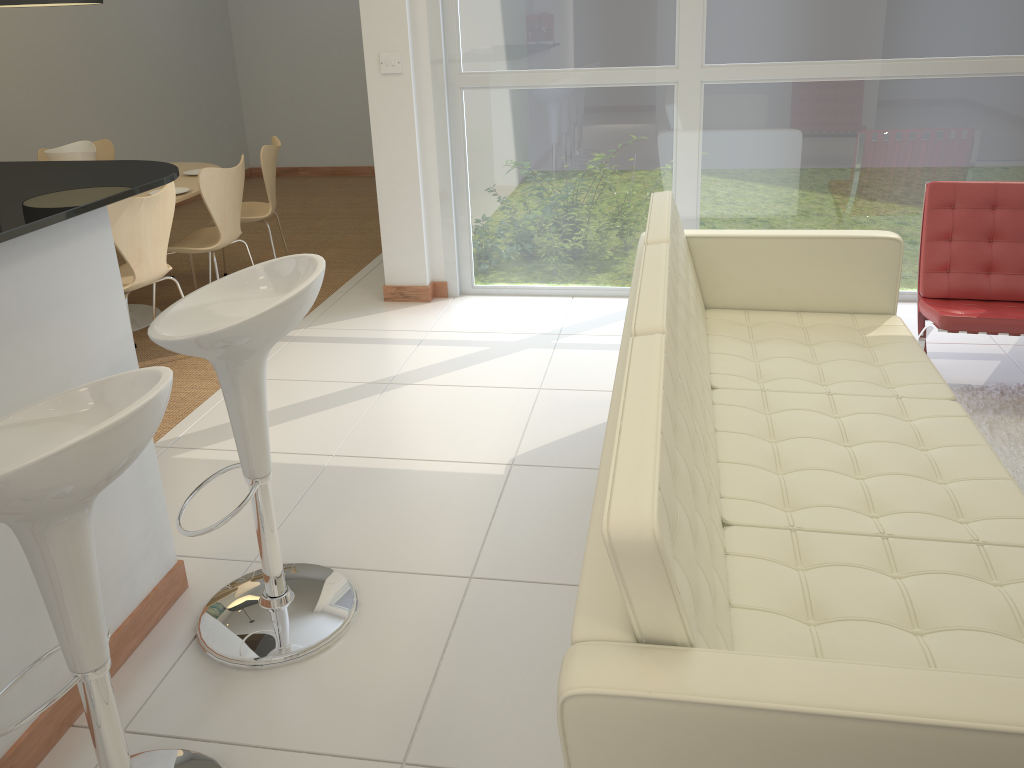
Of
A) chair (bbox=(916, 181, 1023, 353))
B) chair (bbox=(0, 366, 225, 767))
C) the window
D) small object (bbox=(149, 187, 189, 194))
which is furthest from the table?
chair (bbox=(916, 181, 1023, 353))

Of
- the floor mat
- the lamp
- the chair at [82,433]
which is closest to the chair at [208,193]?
the lamp

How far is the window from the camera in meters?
4.4

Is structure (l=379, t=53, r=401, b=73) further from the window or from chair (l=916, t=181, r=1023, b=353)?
chair (l=916, t=181, r=1023, b=353)

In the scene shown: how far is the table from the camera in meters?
4.9 m

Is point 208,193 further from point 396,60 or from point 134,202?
point 396,60

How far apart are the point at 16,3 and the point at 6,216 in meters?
3.0

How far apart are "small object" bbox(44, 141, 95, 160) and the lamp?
0.7m

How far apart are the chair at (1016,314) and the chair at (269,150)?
3.52m

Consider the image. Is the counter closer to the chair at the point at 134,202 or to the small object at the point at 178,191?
the chair at the point at 134,202
